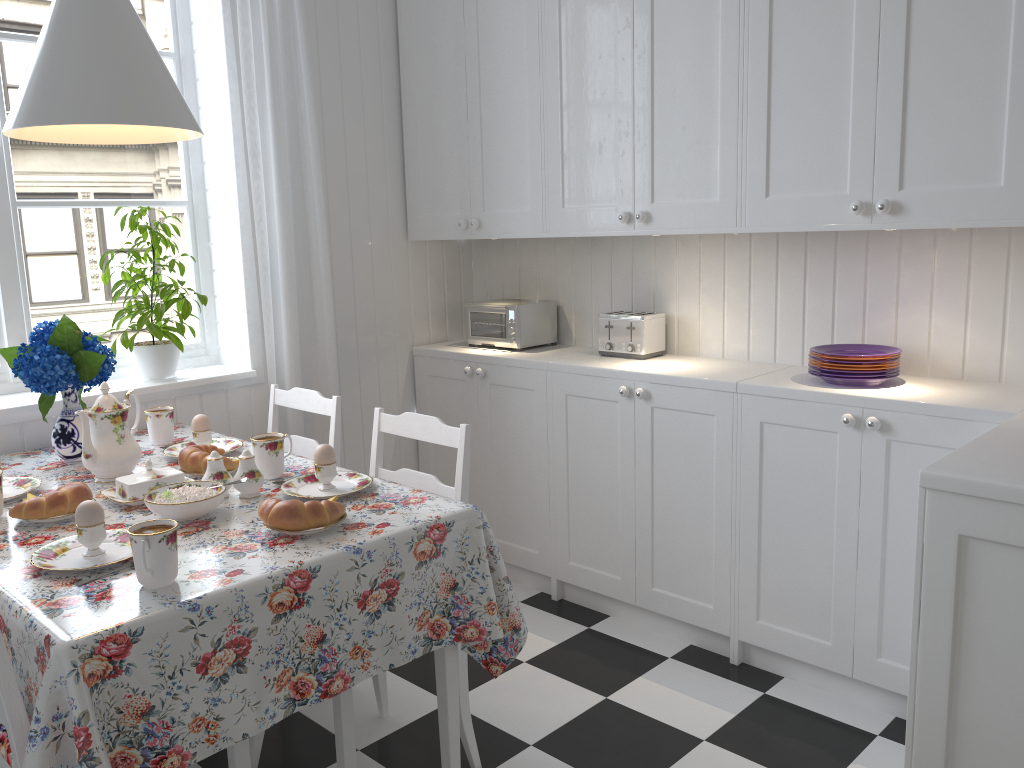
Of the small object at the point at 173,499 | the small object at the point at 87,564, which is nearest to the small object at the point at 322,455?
the small object at the point at 173,499

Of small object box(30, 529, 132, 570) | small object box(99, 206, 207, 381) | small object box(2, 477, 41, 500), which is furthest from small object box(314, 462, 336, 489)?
small object box(99, 206, 207, 381)

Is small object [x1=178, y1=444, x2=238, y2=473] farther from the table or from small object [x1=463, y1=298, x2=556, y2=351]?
small object [x1=463, y1=298, x2=556, y2=351]

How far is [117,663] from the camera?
1.27m

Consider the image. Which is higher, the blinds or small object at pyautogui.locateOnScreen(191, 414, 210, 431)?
the blinds

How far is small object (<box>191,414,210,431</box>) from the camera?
2.2 meters

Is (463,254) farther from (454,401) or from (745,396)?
(745,396)

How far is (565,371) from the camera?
2.83m

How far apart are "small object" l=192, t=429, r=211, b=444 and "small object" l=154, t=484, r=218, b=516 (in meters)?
0.47

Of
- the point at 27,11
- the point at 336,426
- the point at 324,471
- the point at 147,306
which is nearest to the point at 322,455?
the point at 324,471
